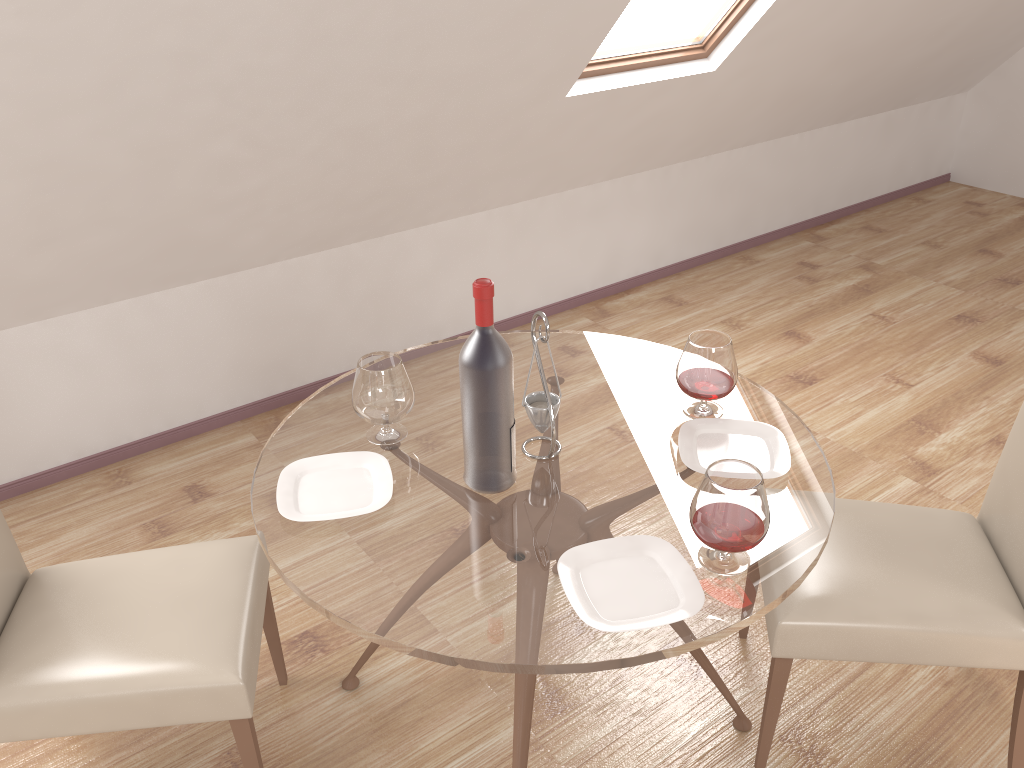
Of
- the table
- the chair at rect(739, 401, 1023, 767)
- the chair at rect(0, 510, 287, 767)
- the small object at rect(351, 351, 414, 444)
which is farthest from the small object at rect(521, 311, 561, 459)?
the chair at rect(0, 510, 287, 767)

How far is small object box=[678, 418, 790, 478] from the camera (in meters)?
1.82

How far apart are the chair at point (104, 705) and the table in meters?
0.2 m

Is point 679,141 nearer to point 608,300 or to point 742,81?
point 742,81

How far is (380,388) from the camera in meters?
1.8 m

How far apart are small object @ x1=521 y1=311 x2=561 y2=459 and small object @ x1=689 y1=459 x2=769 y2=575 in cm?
37

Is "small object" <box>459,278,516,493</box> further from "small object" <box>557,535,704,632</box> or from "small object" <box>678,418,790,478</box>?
"small object" <box>678,418,790,478</box>

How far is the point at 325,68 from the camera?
2.4 meters

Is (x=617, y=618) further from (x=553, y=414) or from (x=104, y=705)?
(x=104, y=705)

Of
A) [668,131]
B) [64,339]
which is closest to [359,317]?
[64,339]
